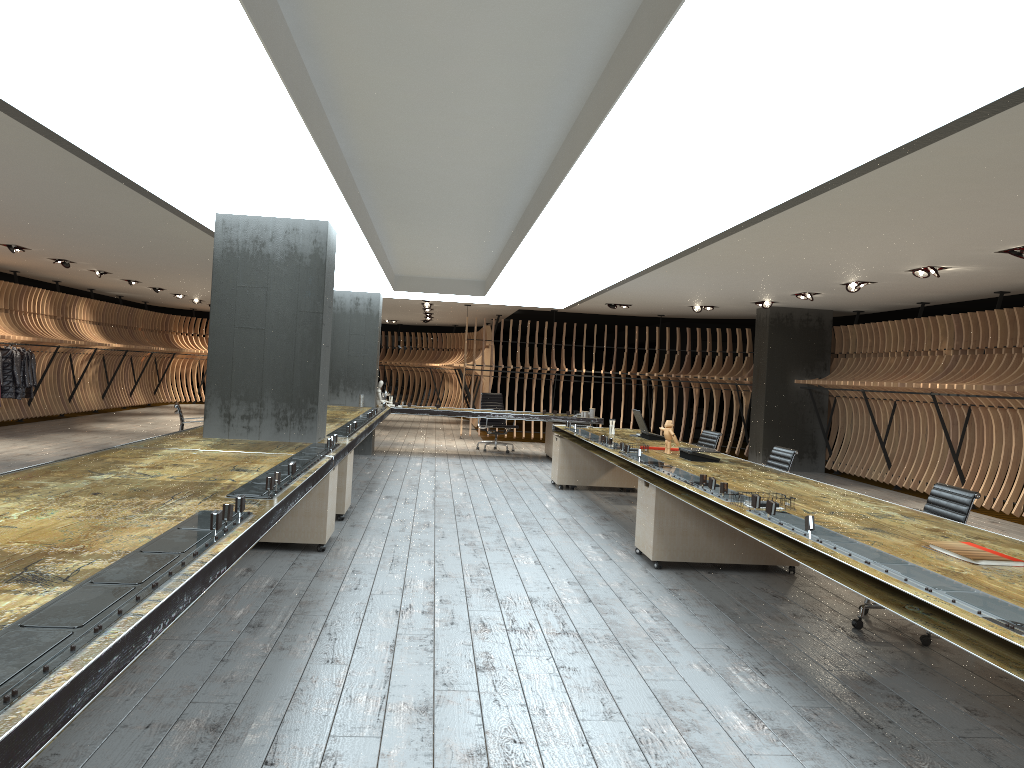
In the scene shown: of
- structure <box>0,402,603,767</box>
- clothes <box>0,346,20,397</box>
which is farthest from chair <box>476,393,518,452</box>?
clothes <box>0,346,20,397</box>

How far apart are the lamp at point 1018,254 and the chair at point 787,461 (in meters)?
2.79

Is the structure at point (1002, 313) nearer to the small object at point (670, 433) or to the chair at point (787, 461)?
the chair at point (787, 461)

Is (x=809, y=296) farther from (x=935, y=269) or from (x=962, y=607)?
(x=962, y=607)

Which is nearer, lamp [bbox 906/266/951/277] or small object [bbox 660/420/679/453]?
small object [bbox 660/420/679/453]

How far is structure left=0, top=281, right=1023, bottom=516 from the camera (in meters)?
10.88

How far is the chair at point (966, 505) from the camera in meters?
5.1

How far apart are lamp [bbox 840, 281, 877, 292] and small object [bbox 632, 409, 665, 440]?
3.5m

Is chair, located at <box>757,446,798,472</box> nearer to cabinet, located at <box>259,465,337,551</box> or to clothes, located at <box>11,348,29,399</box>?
cabinet, located at <box>259,465,337,551</box>

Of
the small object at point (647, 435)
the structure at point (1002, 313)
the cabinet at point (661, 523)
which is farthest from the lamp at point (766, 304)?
the cabinet at point (661, 523)
